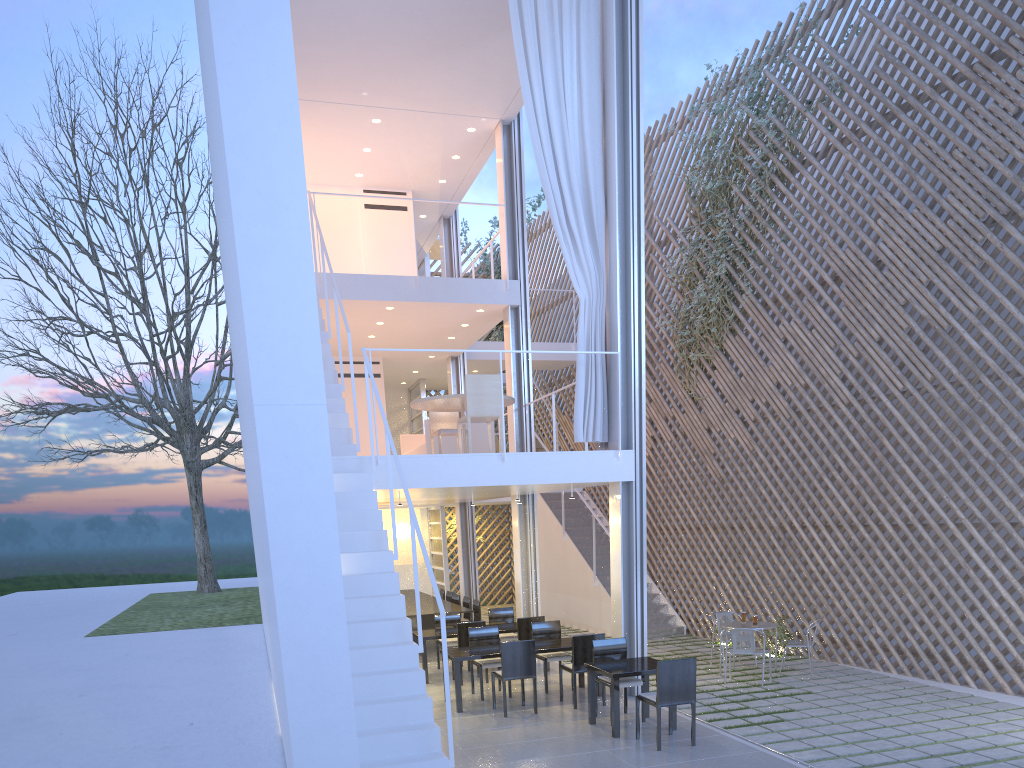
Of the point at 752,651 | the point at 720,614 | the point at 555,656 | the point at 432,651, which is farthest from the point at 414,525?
the point at 432,651

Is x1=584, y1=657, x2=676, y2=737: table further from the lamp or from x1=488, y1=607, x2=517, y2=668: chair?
the lamp

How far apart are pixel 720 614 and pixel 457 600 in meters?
2.5

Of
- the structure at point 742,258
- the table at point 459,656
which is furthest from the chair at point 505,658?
the structure at point 742,258

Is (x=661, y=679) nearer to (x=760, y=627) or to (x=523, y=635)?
(x=760, y=627)

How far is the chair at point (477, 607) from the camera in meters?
6.6 m

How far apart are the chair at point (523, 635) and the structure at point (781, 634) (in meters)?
1.79

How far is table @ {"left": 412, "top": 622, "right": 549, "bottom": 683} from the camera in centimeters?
530cm

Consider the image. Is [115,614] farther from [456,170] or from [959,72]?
[959,72]

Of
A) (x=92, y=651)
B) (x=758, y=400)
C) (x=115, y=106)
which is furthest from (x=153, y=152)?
(x=758, y=400)
